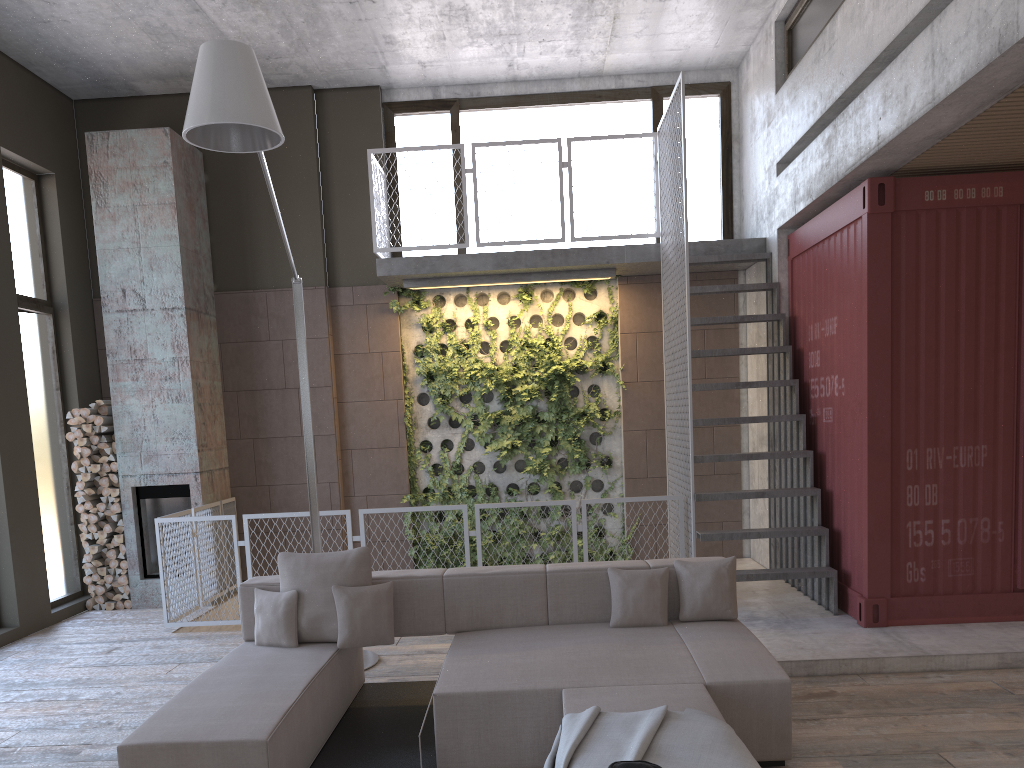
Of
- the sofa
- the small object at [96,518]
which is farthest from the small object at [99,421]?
the sofa

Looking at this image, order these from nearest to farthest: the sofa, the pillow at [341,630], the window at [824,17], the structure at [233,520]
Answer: the sofa < the pillow at [341,630] < the window at [824,17] < the structure at [233,520]

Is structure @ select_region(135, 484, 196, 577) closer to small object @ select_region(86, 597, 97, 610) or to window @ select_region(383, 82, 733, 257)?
small object @ select_region(86, 597, 97, 610)

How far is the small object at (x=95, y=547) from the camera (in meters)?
8.45

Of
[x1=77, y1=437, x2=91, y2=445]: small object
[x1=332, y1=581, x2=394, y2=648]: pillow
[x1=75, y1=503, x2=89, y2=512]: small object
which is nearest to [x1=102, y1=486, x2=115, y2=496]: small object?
[x1=75, y1=503, x2=89, y2=512]: small object

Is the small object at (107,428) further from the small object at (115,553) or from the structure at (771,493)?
the structure at (771,493)

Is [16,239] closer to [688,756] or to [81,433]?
[81,433]

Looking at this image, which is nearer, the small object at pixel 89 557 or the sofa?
the sofa

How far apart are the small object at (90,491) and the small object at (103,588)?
0.9 meters

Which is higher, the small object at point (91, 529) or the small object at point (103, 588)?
the small object at point (91, 529)
